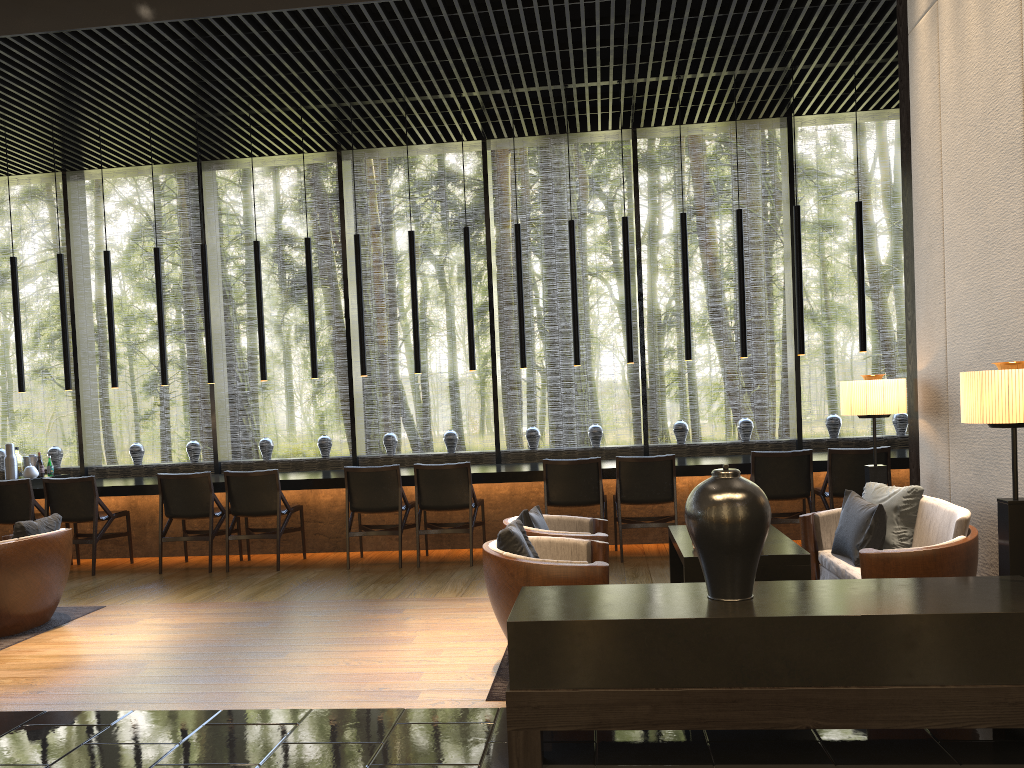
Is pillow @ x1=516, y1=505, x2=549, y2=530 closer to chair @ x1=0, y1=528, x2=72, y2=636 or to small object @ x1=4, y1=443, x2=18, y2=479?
chair @ x1=0, y1=528, x2=72, y2=636

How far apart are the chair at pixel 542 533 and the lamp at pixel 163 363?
4.5 meters

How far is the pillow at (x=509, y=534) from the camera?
4.0m

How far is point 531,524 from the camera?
4.88m

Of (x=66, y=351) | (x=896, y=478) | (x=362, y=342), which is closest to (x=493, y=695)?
(x=362, y=342)

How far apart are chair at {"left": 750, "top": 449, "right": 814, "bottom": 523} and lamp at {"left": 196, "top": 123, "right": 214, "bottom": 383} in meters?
4.8

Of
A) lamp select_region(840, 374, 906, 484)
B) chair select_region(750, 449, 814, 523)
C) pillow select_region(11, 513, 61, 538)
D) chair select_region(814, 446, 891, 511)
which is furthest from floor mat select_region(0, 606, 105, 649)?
chair select_region(814, 446, 891, 511)

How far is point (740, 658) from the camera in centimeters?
294cm

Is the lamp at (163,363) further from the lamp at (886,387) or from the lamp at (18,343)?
the lamp at (886,387)

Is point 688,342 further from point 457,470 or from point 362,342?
point 362,342
